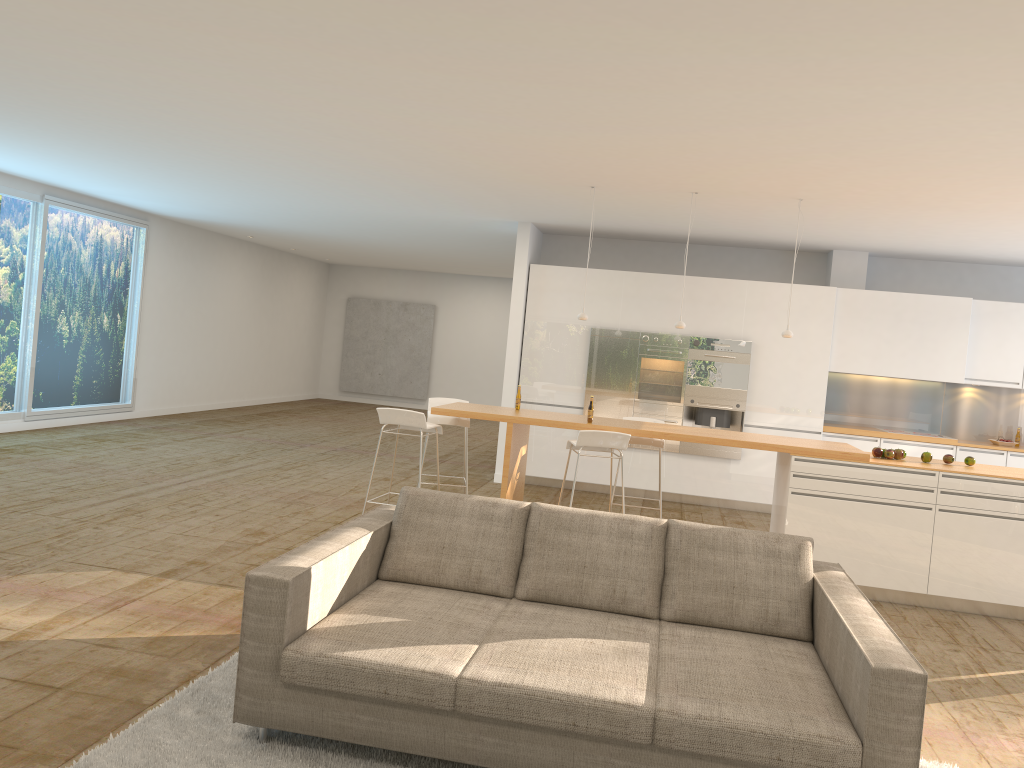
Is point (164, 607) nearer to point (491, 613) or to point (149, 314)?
point (491, 613)

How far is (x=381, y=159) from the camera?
7.20m

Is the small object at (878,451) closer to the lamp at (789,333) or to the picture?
the lamp at (789,333)

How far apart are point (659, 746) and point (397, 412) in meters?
4.0 m

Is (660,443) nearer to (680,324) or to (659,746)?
(680,324)

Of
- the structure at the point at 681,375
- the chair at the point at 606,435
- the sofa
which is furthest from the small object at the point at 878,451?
the structure at the point at 681,375

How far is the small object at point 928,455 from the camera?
6.7m

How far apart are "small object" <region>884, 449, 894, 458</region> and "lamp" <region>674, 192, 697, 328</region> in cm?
188

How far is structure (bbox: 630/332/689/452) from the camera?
9.9 meters

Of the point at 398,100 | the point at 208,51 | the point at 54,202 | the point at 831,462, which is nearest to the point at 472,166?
the point at 398,100
